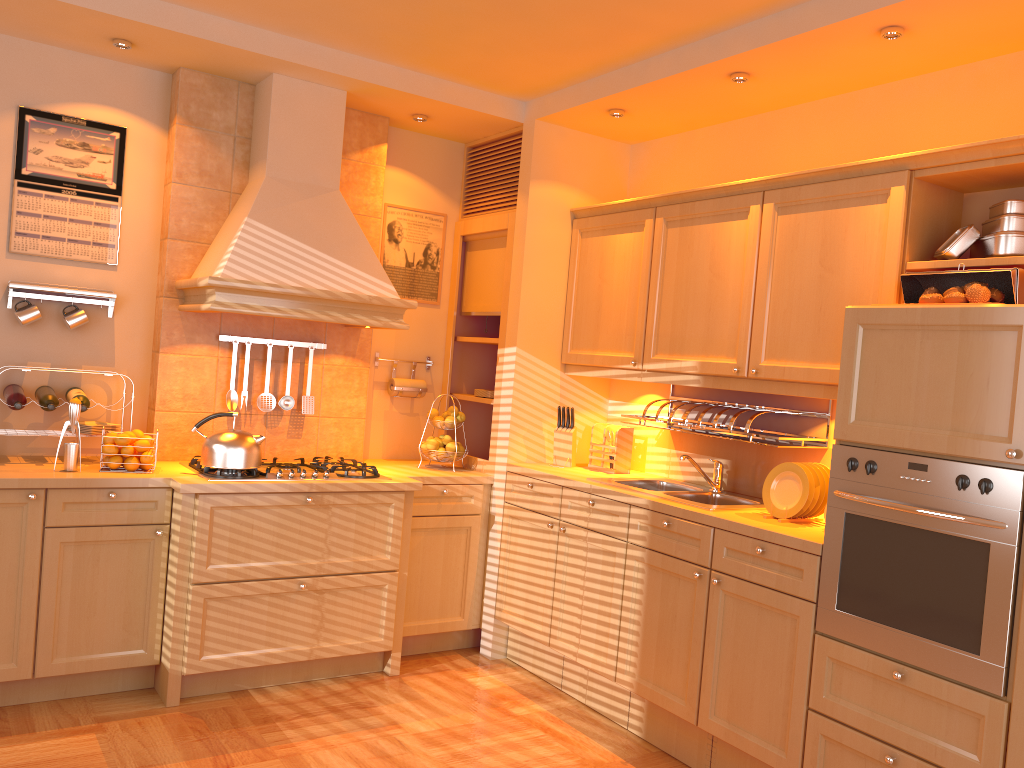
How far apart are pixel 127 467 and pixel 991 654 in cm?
306

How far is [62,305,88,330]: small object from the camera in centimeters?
373cm

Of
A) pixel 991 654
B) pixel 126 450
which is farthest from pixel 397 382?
pixel 991 654

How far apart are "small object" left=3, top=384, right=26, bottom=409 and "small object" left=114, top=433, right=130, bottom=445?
0.4 meters

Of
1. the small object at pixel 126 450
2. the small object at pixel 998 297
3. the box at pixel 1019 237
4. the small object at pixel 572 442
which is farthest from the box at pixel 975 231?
the small object at pixel 126 450

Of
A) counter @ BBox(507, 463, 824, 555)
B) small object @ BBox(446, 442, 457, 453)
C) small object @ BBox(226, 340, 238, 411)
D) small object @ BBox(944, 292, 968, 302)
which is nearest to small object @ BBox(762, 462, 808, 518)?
counter @ BBox(507, 463, 824, 555)

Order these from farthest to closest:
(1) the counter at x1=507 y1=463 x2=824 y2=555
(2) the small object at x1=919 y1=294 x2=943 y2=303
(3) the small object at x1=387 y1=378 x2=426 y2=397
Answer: (3) the small object at x1=387 y1=378 x2=426 y2=397 < (1) the counter at x1=507 y1=463 x2=824 y2=555 < (2) the small object at x1=919 y1=294 x2=943 y2=303

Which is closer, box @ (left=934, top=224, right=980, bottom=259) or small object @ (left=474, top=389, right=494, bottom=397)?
box @ (left=934, top=224, right=980, bottom=259)

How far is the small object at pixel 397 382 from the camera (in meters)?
4.56

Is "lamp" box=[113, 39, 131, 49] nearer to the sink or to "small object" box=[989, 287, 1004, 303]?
the sink
